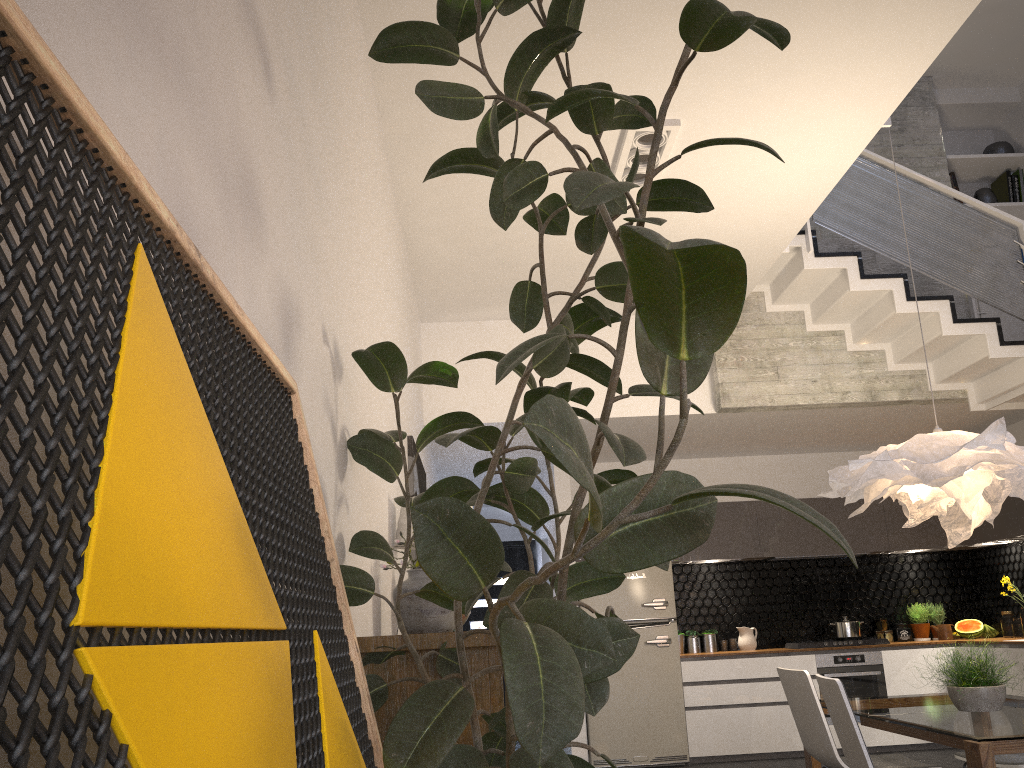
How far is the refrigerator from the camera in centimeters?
724cm

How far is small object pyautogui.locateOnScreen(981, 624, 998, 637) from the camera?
7.9 meters

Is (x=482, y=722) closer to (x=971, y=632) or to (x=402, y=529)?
(x=402, y=529)

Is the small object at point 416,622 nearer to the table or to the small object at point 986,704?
the table

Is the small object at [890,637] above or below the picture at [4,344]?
below

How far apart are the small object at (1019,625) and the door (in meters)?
5.35

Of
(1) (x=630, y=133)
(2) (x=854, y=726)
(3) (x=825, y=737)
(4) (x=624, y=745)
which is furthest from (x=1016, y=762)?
(4) (x=624, y=745)

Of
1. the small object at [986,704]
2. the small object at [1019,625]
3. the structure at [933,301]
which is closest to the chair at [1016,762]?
the small object at [986,704]

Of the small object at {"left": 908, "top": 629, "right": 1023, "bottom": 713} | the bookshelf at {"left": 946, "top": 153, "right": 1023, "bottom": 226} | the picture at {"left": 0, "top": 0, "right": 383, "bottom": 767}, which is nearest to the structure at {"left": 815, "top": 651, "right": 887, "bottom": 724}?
the small object at {"left": 908, "top": 629, "right": 1023, "bottom": 713}

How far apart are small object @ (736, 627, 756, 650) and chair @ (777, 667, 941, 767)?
3.7m
